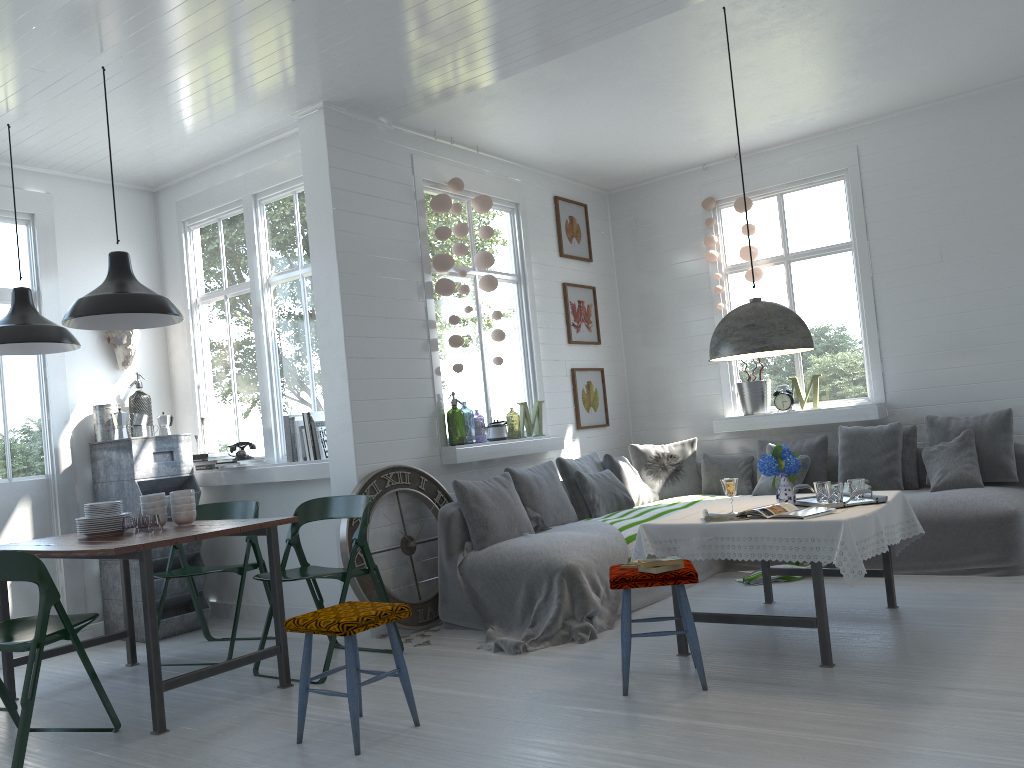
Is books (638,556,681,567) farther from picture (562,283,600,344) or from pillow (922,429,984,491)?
picture (562,283,600,344)

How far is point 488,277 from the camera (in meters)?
7.25

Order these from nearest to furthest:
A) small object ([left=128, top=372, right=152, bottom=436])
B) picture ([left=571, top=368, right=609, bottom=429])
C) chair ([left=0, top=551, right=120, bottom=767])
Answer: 1. chair ([left=0, top=551, right=120, bottom=767])
2. small object ([left=128, top=372, right=152, bottom=436])
3. picture ([left=571, top=368, right=609, bottom=429])

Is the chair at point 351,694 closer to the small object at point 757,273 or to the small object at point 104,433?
the small object at point 104,433

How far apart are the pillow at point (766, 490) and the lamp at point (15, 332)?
5.3 meters

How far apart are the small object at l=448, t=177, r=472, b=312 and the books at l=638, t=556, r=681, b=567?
3.3 meters

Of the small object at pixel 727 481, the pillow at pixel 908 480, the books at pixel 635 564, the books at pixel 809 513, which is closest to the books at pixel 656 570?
the books at pixel 635 564

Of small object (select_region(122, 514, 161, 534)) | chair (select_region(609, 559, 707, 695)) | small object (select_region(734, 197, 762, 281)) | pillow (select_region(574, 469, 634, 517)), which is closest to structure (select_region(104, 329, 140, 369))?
small object (select_region(122, 514, 161, 534))

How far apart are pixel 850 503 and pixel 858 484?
0.2 meters

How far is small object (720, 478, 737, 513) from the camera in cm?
482
